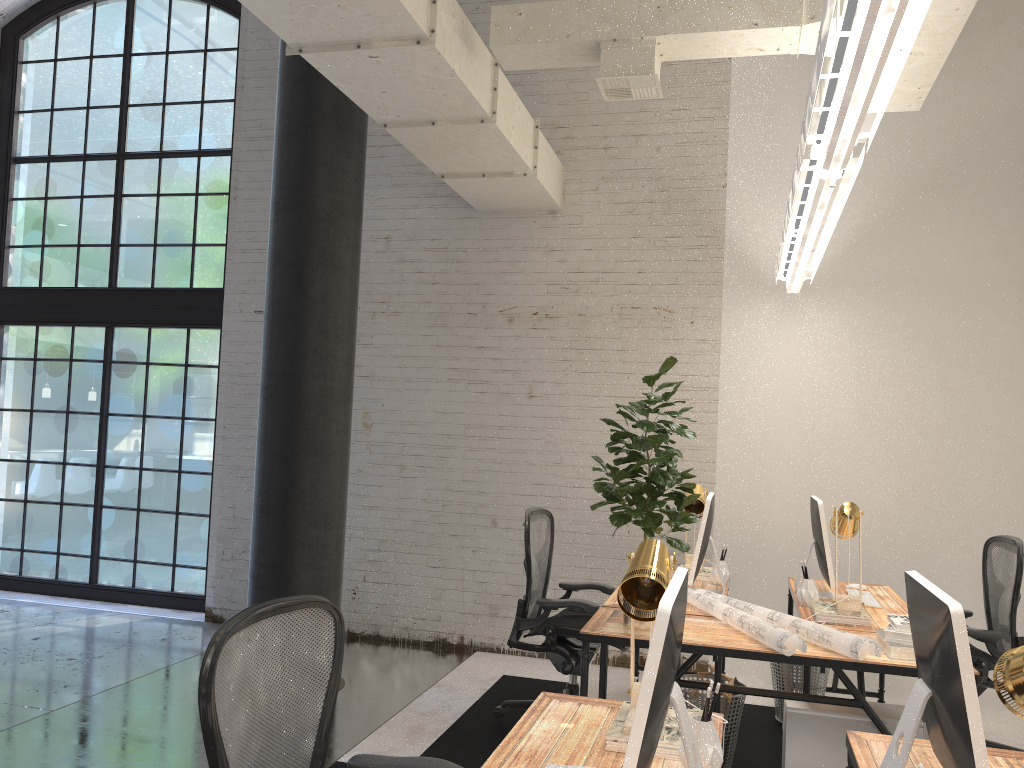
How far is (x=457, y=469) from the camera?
6.08m

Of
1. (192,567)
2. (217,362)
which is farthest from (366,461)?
(192,567)

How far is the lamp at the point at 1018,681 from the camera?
1.4 meters

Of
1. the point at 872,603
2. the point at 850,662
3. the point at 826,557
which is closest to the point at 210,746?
the point at 850,662

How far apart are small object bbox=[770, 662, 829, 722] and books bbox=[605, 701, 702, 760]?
2.6 meters

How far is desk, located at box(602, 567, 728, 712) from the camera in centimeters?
375cm

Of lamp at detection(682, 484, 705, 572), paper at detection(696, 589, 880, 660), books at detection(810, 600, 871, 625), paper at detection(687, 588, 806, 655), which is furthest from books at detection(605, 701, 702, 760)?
lamp at detection(682, 484, 705, 572)

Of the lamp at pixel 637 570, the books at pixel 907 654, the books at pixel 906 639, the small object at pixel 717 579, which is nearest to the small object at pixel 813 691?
the small object at pixel 717 579

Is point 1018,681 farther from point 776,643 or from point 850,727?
point 850,727

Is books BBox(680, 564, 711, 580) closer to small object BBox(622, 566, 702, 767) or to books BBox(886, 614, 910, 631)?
books BBox(886, 614, 910, 631)
